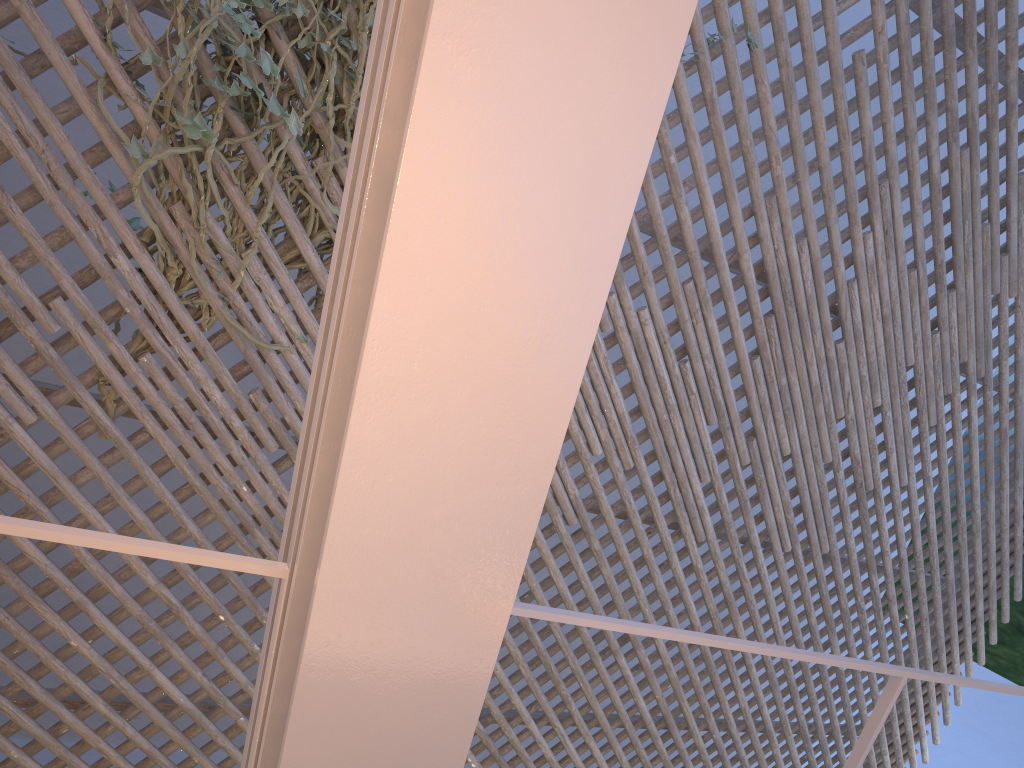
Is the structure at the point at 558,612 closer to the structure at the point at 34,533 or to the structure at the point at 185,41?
the structure at the point at 34,533

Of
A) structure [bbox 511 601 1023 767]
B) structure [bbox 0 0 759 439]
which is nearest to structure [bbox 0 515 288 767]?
structure [bbox 511 601 1023 767]

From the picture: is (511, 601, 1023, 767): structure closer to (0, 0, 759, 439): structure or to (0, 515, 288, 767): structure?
(0, 515, 288, 767): structure

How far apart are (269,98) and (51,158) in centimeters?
49cm

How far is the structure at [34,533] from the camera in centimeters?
58cm

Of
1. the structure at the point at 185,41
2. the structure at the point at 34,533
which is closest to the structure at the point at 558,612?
the structure at the point at 34,533

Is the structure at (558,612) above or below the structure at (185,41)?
below

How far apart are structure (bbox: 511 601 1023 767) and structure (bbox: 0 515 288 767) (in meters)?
0.20

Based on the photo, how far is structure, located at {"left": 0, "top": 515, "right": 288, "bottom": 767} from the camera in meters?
0.6 m

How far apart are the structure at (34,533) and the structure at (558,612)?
0.20m
